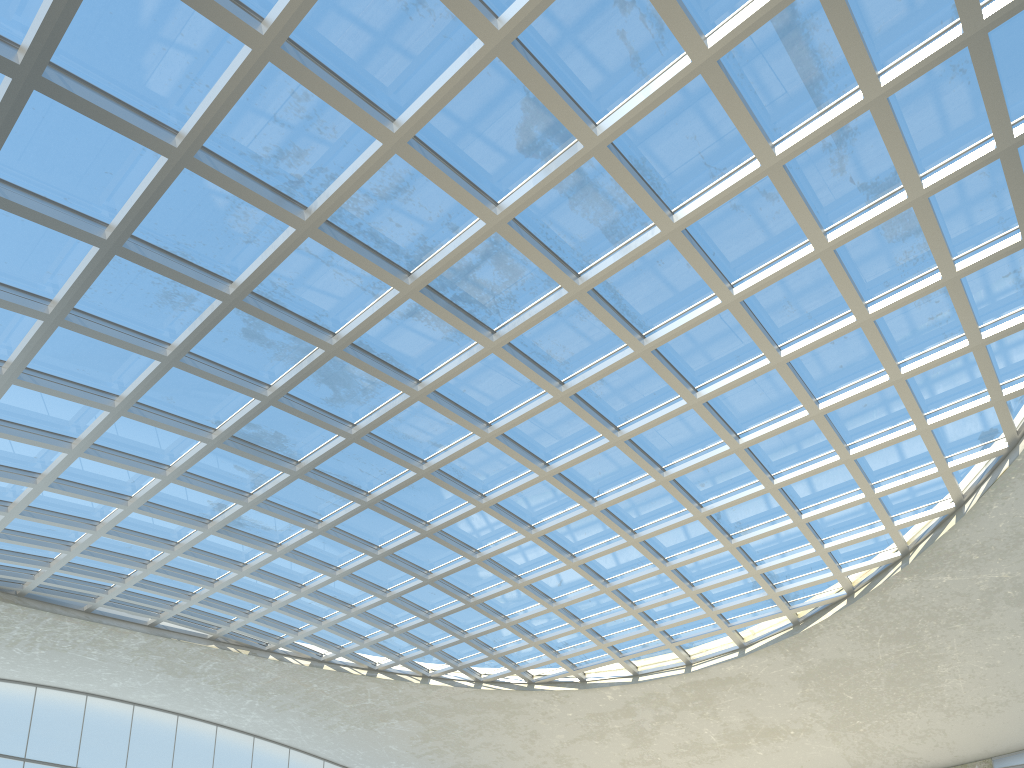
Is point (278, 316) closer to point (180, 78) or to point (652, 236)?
point (180, 78)

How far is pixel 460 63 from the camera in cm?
3319

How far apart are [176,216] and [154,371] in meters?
10.3

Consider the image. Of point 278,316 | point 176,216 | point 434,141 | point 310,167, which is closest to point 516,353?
point 278,316
